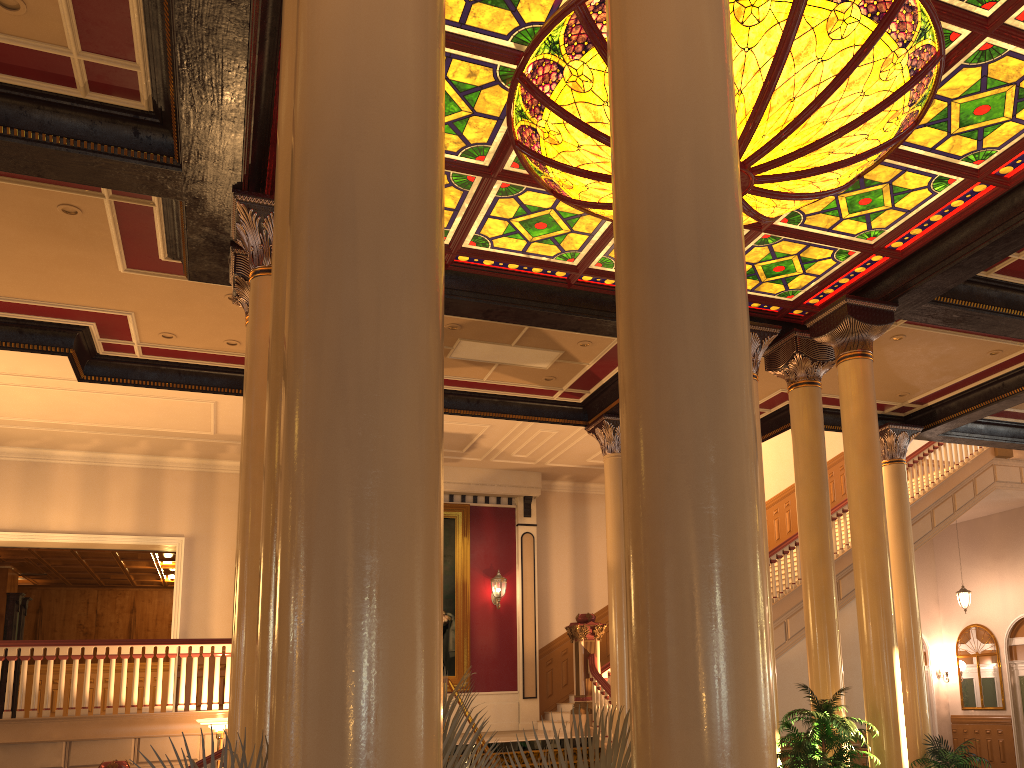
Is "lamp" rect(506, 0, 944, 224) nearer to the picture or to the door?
the picture

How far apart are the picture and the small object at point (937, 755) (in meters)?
7.41

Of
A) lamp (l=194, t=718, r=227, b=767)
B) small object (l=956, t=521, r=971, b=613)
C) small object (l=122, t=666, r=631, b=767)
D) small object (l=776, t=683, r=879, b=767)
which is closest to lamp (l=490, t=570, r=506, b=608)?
lamp (l=194, t=718, r=227, b=767)

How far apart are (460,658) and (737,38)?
12.2m

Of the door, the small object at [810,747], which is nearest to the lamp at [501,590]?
the small object at [810,747]

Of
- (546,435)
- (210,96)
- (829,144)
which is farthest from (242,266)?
(546,435)

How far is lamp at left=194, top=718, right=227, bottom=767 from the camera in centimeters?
978cm

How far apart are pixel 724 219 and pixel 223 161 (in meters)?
5.25

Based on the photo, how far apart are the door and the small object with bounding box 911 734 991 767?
7.52m

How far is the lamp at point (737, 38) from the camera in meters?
5.4 m
